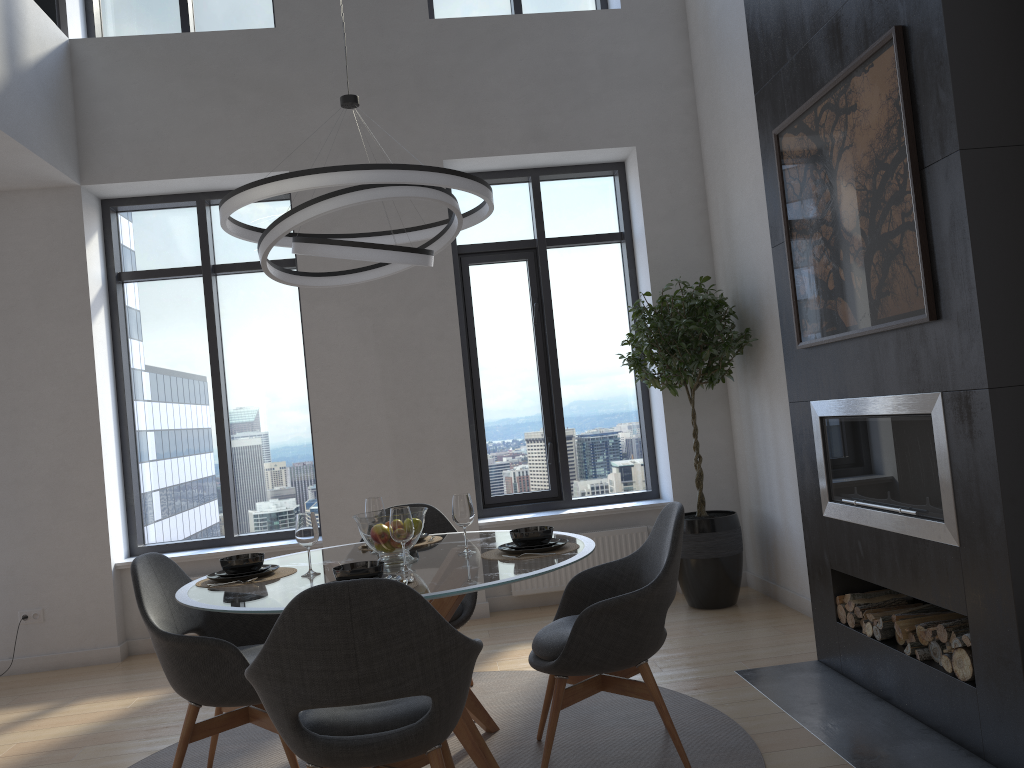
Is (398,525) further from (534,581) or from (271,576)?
(534,581)

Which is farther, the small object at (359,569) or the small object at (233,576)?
the small object at (233,576)

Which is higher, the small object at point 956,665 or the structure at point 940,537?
the structure at point 940,537

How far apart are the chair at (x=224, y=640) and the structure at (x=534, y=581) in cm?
250

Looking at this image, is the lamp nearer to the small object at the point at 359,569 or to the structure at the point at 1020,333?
the small object at the point at 359,569

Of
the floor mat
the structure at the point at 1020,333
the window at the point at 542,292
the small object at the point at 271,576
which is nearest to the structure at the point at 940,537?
the structure at the point at 1020,333

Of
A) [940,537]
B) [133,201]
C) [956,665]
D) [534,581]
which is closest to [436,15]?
[133,201]

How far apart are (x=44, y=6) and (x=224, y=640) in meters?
4.6 m

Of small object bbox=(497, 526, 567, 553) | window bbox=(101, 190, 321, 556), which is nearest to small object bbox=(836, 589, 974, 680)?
small object bbox=(497, 526, 567, 553)

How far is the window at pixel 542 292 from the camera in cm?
621
